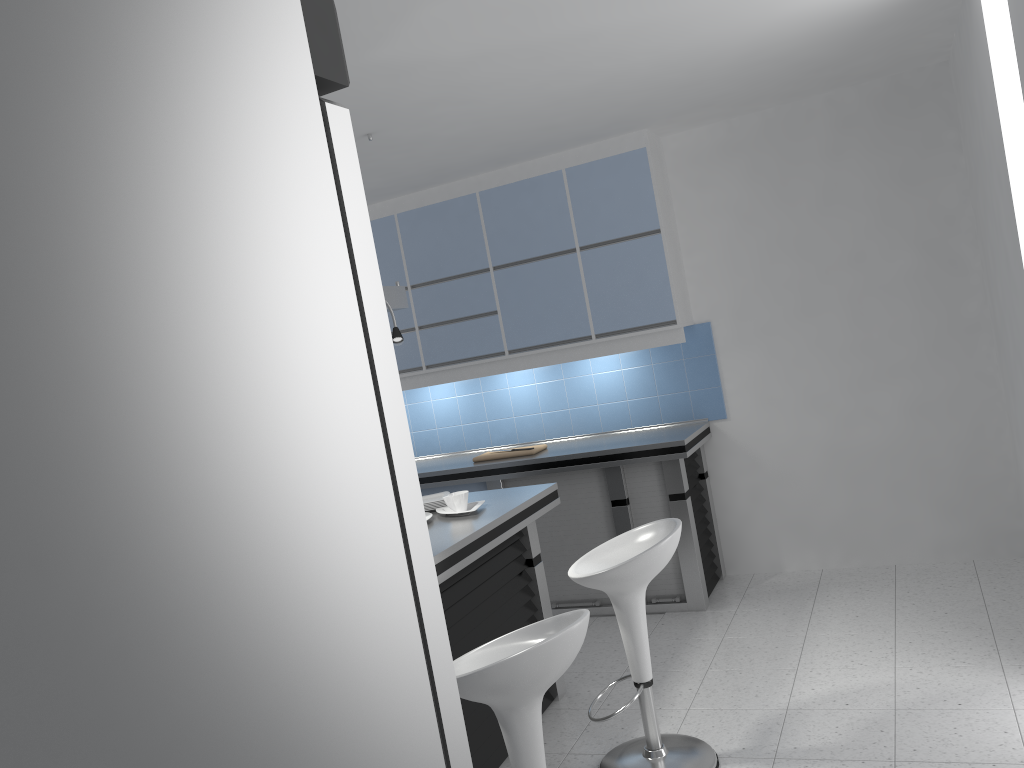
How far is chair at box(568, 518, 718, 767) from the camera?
3.1m

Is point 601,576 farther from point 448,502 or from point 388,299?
point 388,299

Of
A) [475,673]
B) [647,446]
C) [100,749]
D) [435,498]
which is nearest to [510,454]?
[647,446]

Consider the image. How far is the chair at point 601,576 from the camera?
3.1m

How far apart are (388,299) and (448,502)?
1.0m

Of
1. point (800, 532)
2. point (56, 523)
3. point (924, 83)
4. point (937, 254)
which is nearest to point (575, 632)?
point (56, 523)

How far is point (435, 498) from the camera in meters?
4.1

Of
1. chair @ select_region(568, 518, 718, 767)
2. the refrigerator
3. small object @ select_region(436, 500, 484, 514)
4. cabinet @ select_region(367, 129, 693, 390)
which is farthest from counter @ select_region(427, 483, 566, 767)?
the refrigerator

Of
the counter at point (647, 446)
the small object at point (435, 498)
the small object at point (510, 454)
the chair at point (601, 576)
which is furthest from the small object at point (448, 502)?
the small object at point (510, 454)

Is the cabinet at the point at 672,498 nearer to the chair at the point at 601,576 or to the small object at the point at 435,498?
the small object at the point at 435,498
